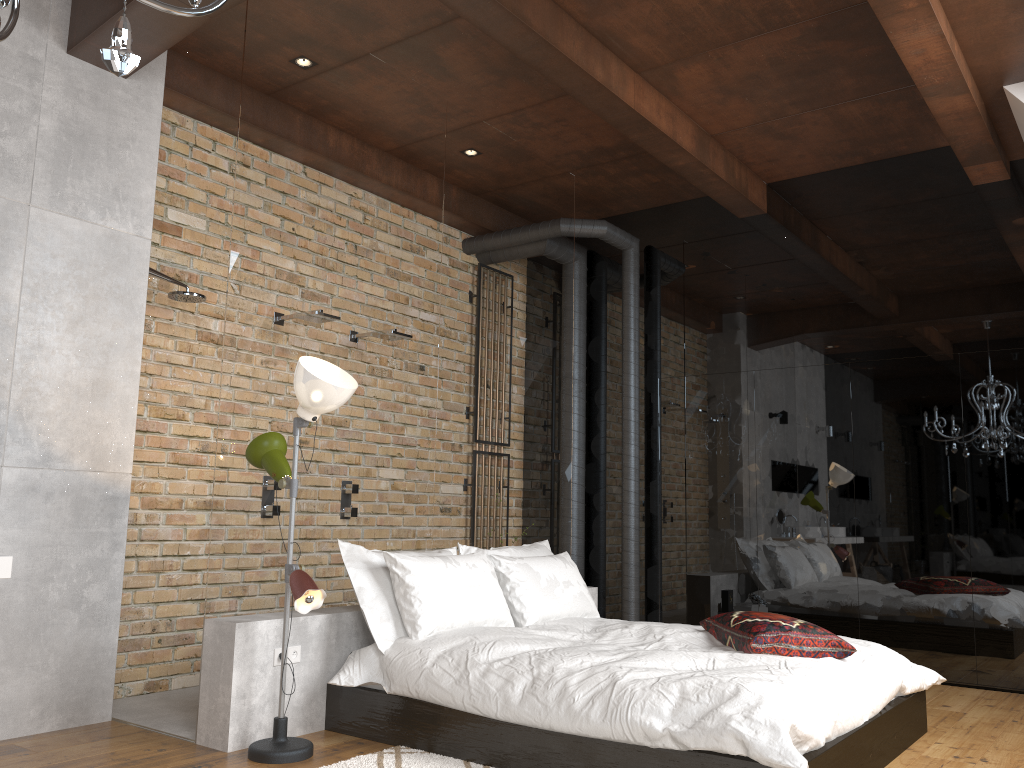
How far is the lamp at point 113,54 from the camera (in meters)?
1.72

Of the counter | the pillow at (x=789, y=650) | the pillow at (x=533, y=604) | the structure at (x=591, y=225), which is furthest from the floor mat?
the structure at (x=591, y=225)

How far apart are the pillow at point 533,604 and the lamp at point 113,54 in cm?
322

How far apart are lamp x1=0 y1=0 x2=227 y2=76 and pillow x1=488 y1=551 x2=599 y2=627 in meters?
3.2

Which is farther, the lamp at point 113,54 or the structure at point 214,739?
the structure at point 214,739

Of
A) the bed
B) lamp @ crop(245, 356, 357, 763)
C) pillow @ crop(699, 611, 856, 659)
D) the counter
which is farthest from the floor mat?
the counter

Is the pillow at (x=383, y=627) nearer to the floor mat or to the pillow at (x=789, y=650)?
the floor mat

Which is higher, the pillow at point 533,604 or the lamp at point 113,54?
the lamp at point 113,54

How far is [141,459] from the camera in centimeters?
463cm

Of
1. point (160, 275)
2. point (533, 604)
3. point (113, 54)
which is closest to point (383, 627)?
point (533, 604)
